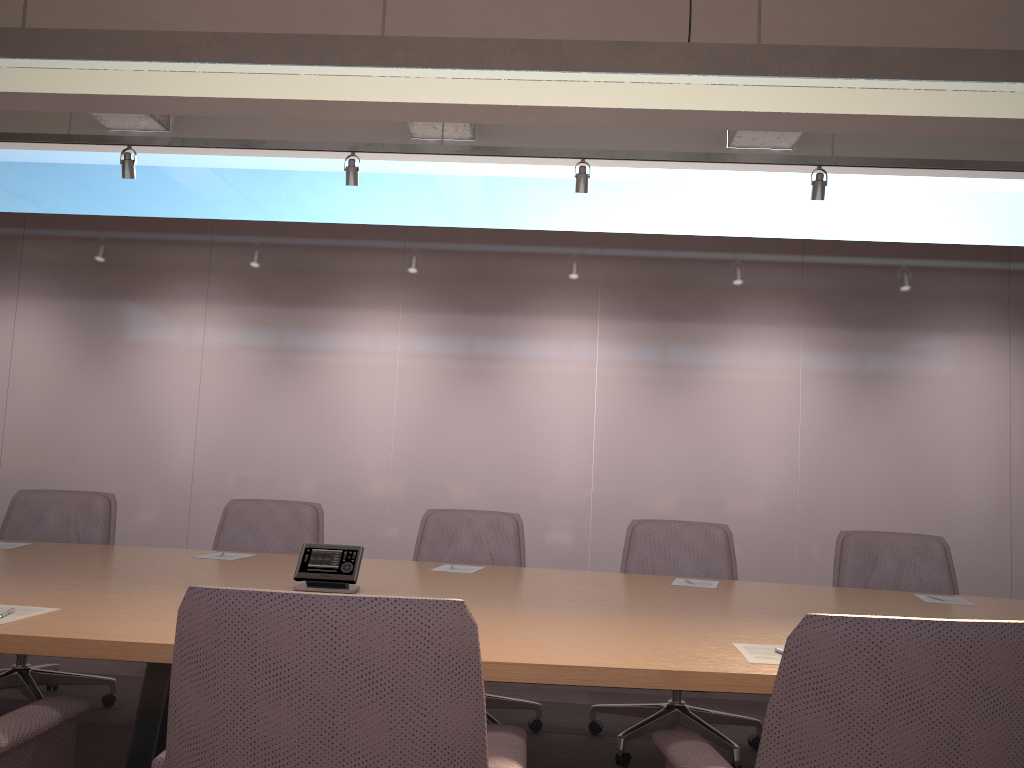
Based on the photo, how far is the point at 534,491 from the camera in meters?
6.8 m

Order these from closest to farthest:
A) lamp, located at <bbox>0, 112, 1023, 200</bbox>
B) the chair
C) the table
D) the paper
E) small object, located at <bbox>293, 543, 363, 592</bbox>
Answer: the chair < the table < the paper < small object, located at <bbox>293, 543, 363, 592</bbox> < lamp, located at <bbox>0, 112, 1023, 200</bbox>

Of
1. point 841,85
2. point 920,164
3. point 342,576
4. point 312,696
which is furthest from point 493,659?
point 920,164

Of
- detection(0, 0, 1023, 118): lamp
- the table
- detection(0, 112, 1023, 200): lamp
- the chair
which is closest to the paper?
the table

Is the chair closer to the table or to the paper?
the table

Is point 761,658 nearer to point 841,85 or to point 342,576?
point 342,576

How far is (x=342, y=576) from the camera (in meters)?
2.76

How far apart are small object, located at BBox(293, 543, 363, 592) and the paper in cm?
74

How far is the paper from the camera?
2.0 meters

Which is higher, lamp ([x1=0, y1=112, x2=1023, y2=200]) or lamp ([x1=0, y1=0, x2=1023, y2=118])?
lamp ([x1=0, y1=112, x2=1023, y2=200])
